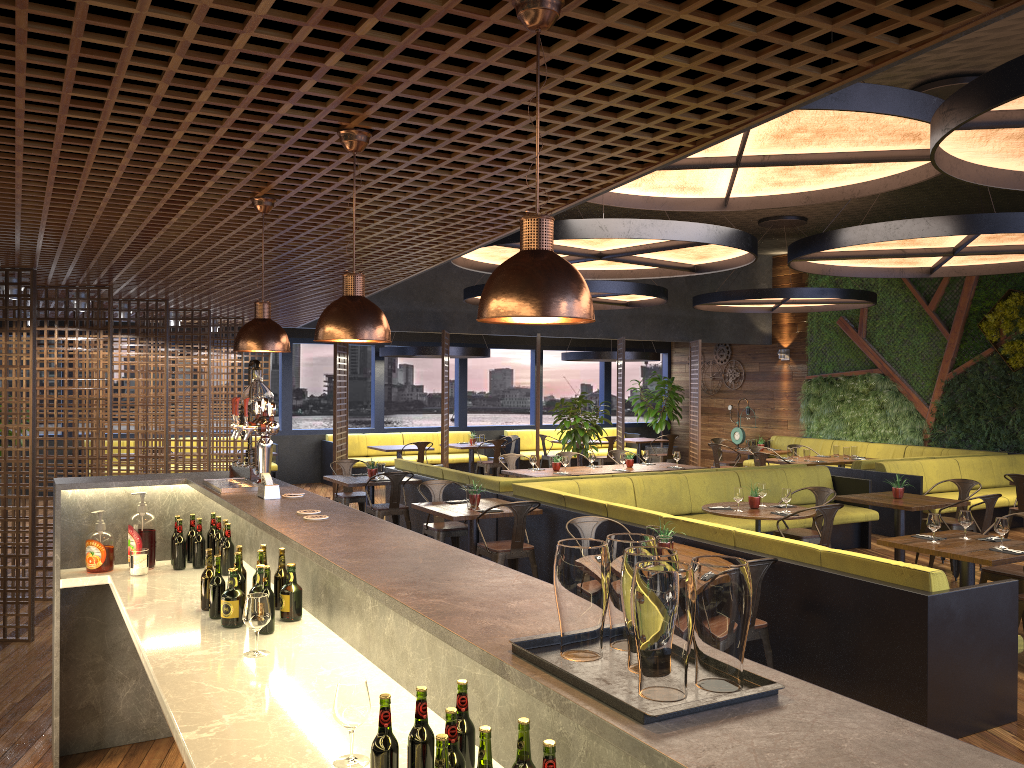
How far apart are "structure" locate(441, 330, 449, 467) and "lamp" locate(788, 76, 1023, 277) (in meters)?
6.27

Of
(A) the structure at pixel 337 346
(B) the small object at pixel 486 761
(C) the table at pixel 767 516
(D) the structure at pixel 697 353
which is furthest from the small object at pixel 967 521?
(D) the structure at pixel 697 353

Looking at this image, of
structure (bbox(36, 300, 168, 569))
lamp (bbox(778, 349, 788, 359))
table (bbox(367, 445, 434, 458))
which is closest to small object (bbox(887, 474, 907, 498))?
structure (bbox(36, 300, 168, 569))

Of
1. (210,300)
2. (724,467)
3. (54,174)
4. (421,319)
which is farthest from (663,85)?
(724,467)

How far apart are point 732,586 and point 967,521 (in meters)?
6.01

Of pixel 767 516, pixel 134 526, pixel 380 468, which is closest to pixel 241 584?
pixel 134 526

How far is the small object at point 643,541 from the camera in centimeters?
164cm

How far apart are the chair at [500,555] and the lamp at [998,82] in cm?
408

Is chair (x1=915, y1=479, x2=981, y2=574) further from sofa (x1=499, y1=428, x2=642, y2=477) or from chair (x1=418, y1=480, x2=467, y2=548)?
sofa (x1=499, y1=428, x2=642, y2=477)

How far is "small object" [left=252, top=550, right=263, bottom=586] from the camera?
3.7m
